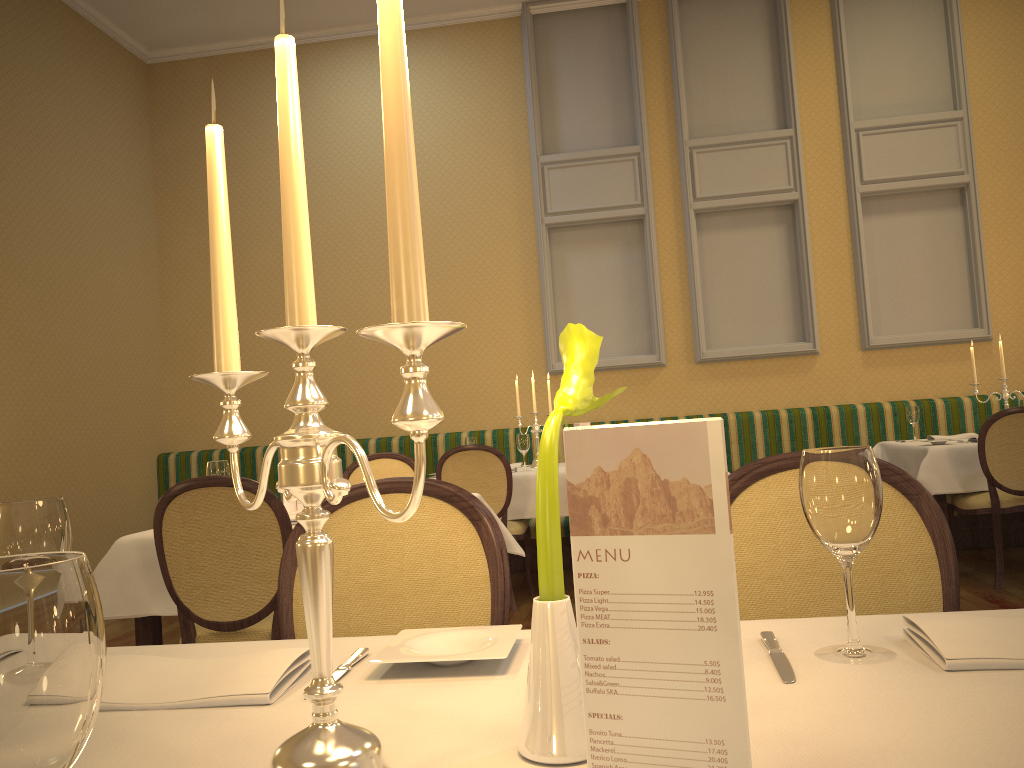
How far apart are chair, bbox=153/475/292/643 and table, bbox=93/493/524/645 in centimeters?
8cm

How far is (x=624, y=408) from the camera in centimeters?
709cm

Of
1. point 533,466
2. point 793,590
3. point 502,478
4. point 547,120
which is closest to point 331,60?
point 547,120

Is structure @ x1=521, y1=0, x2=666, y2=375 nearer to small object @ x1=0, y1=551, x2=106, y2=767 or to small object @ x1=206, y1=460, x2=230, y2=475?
small object @ x1=206, y1=460, x2=230, y2=475

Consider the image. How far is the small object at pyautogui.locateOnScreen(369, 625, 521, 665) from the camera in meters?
1.0 m

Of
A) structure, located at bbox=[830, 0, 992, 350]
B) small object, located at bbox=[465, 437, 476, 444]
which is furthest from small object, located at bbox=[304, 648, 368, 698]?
structure, located at bbox=[830, 0, 992, 350]

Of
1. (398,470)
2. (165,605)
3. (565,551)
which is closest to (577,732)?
(165,605)

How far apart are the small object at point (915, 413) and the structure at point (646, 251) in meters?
1.9 m

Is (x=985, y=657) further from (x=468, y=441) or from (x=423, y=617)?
(x=468, y=441)

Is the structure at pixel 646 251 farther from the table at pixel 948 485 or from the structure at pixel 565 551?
the table at pixel 948 485
